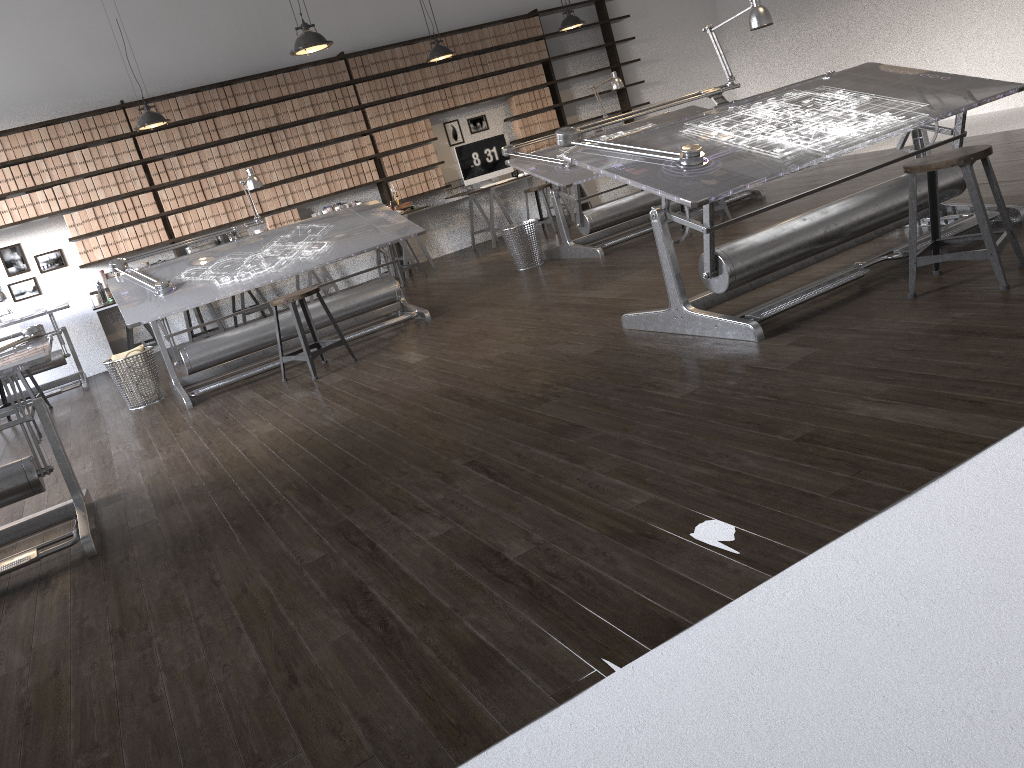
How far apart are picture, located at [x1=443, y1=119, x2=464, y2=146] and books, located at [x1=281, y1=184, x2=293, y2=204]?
2.1 meters

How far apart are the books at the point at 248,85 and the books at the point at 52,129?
1.9m

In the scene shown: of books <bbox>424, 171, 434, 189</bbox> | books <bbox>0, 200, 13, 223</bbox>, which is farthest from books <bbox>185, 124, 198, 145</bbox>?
books <bbox>424, 171, 434, 189</bbox>

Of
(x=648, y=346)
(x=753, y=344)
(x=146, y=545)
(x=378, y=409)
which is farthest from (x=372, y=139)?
(x=146, y=545)

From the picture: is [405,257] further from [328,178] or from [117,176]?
[117,176]

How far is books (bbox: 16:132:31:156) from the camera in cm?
818

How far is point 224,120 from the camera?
8.95m

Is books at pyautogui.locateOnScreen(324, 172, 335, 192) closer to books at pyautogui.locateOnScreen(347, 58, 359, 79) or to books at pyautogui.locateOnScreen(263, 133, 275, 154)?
books at pyautogui.locateOnScreen(263, 133, 275, 154)

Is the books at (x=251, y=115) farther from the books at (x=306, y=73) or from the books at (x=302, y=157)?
the books at (x=306, y=73)

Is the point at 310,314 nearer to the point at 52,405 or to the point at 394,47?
the point at 52,405
